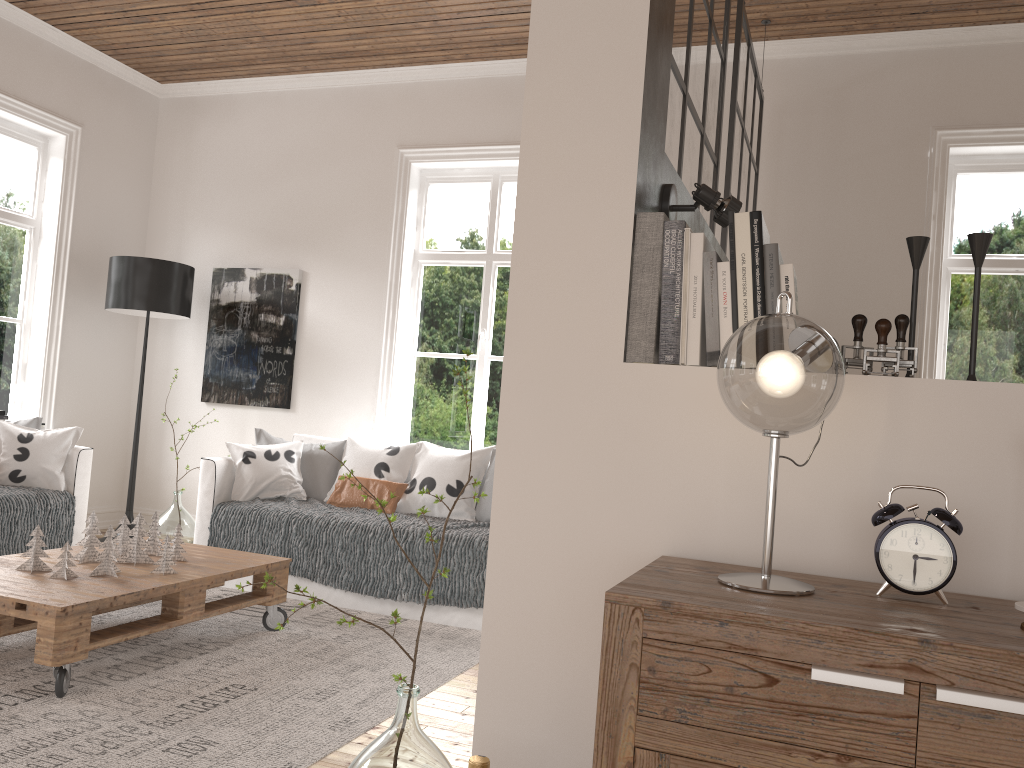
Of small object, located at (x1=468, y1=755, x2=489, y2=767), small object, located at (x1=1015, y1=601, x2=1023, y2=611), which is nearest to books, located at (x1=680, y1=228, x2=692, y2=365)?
small object, located at (x1=1015, y1=601, x2=1023, y2=611)

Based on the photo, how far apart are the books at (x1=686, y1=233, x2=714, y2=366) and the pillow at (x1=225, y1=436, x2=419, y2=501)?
3.23m

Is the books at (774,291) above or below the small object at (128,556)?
above

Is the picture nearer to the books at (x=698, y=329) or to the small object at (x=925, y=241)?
the books at (x=698, y=329)

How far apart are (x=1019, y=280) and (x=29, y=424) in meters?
5.2 m

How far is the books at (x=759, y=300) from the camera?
1.5 meters

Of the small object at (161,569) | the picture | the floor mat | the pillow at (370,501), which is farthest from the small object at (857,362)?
the picture

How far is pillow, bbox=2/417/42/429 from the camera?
4.6 meters

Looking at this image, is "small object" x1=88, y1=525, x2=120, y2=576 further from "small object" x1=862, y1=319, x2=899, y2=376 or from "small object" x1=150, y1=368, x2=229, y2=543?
"small object" x1=862, y1=319, x2=899, y2=376

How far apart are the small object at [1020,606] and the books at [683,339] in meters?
0.6
